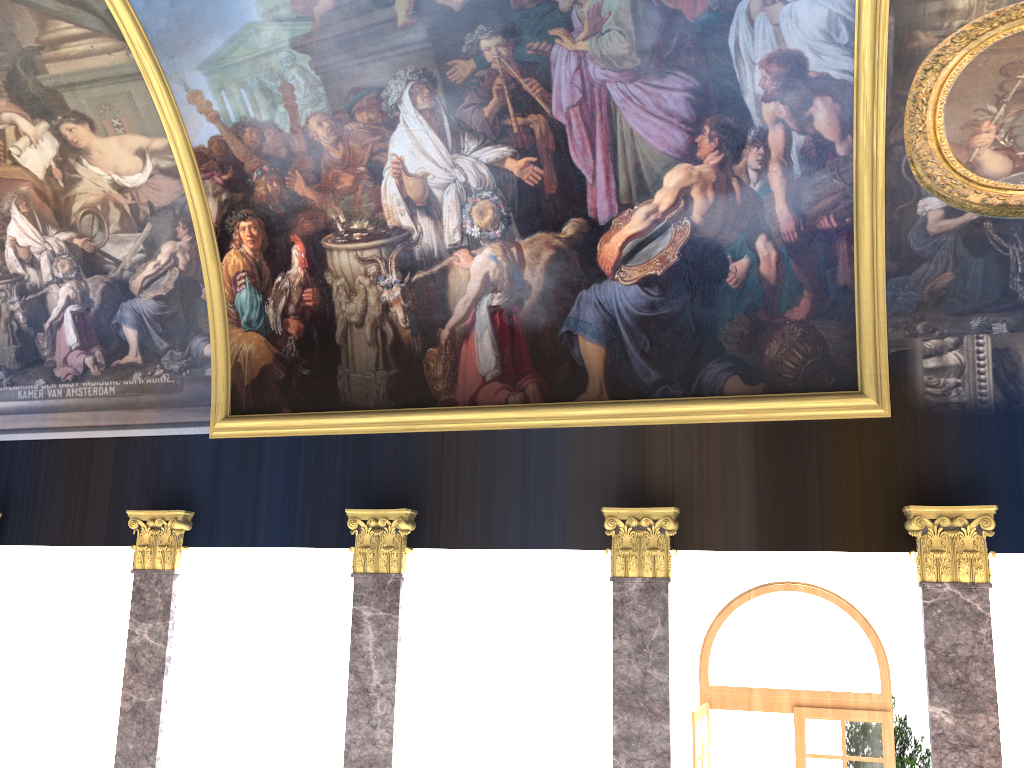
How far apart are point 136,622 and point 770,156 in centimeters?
1018cm
